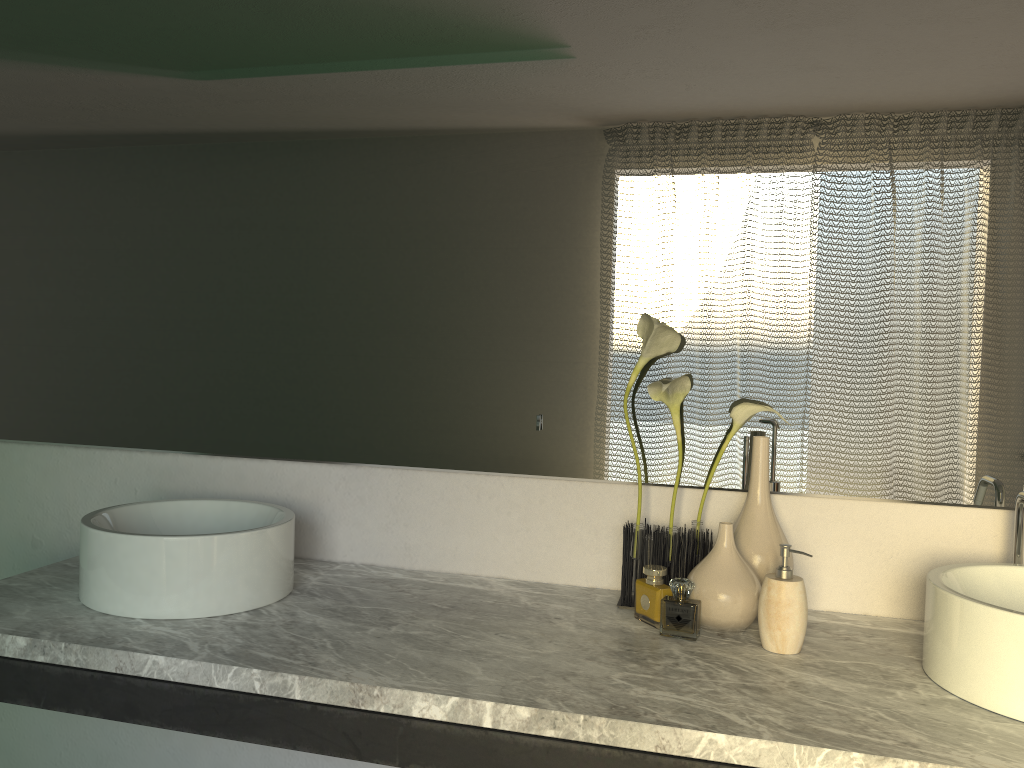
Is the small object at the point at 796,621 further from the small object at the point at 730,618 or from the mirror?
the mirror

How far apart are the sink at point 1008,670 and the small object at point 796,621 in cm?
17

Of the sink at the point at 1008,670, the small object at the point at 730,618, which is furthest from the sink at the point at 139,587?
the sink at the point at 1008,670

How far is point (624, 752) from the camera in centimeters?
106cm

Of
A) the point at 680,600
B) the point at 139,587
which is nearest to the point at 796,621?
the point at 139,587

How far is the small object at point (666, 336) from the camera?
1.5m

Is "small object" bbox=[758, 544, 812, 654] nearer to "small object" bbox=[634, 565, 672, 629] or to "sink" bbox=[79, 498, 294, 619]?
"small object" bbox=[634, 565, 672, 629]

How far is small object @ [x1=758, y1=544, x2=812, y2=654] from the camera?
1.31m

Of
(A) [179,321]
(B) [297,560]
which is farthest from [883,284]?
(A) [179,321]

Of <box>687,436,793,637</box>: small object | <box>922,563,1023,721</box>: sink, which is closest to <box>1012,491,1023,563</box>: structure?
<box>922,563,1023,721</box>: sink
